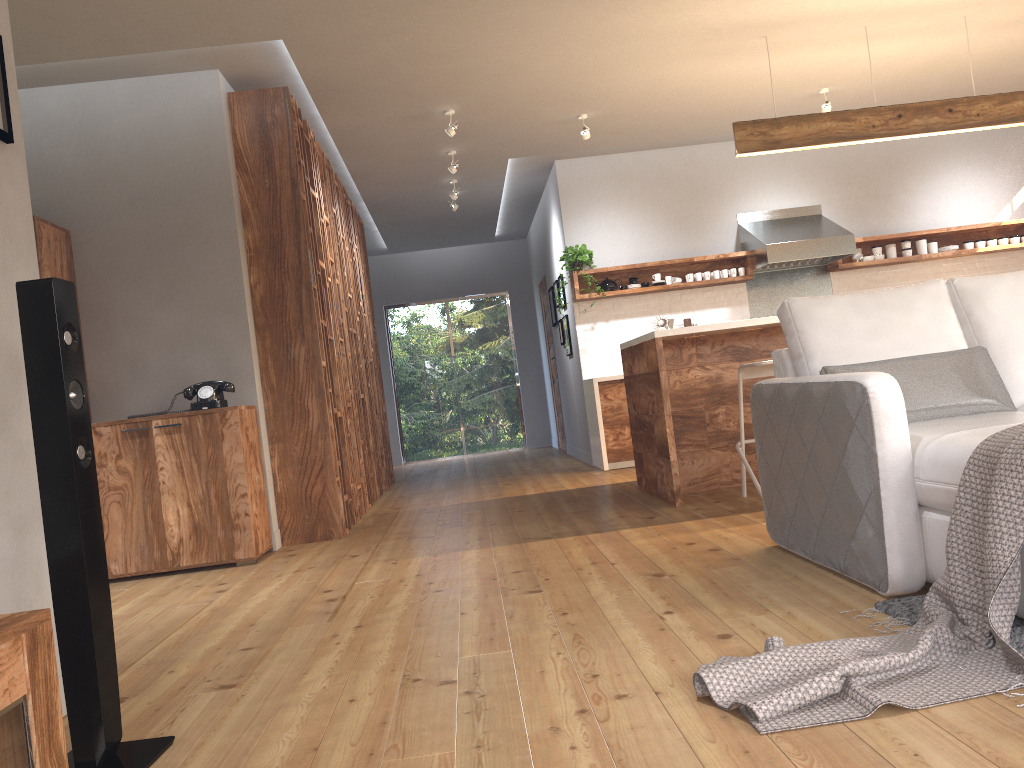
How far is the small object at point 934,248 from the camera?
8.0m

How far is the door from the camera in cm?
1053

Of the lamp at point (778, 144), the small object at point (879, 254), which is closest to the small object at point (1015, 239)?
the small object at point (879, 254)

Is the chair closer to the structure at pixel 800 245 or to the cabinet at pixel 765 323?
the cabinet at pixel 765 323

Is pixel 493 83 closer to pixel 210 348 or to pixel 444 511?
pixel 210 348

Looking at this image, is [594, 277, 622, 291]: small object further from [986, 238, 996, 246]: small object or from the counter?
[986, 238, 996, 246]: small object

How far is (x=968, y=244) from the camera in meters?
8.1

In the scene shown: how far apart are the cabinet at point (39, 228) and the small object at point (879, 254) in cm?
636

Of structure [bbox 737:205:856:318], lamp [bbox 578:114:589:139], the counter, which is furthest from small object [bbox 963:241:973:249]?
lamp [bbox 578:114:589:139]

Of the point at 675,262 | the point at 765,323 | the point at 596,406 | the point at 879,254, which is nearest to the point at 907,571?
the point at 765,323
